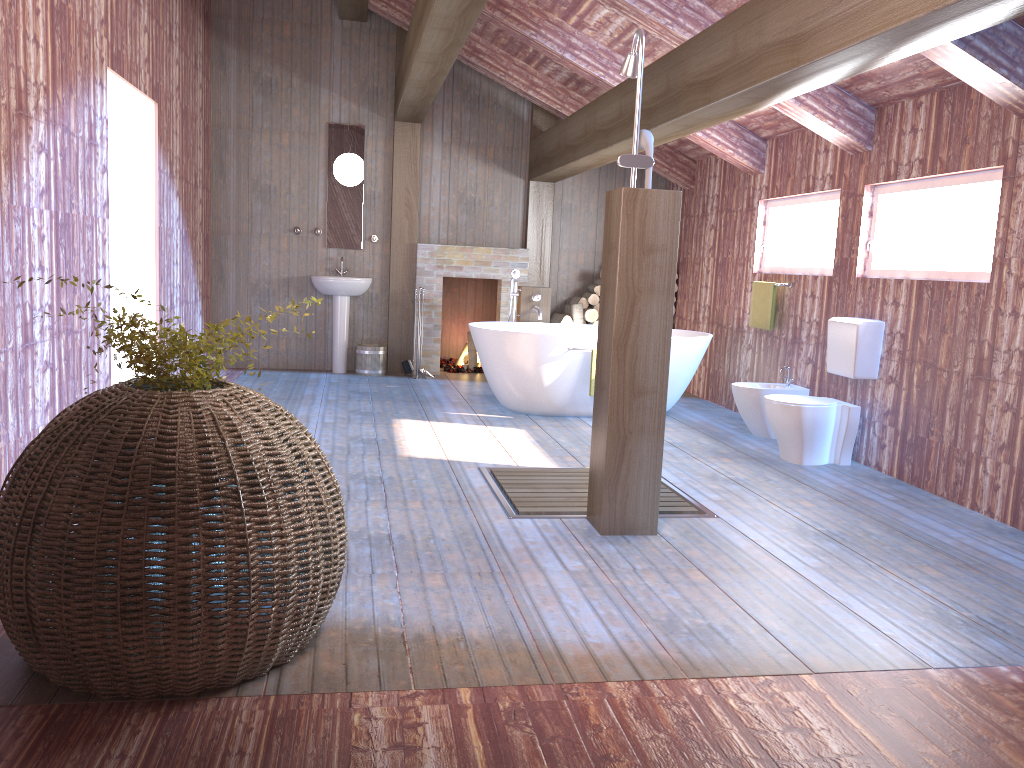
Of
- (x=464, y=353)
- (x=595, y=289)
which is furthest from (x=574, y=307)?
(x=464, y=353)

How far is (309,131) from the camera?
8.6 meters

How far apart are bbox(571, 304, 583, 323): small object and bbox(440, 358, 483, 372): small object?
1.3 meters

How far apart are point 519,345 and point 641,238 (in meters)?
2.90

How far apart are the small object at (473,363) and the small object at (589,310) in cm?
131

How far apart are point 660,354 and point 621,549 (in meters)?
0.83

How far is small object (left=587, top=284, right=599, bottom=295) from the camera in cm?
887

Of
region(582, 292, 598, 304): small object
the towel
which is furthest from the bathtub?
region(582, 292, 598, 304): small object

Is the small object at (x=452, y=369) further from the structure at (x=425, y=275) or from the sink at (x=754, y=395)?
the sink at (x=754, y=395)

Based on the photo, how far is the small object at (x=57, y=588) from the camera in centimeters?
214cm
